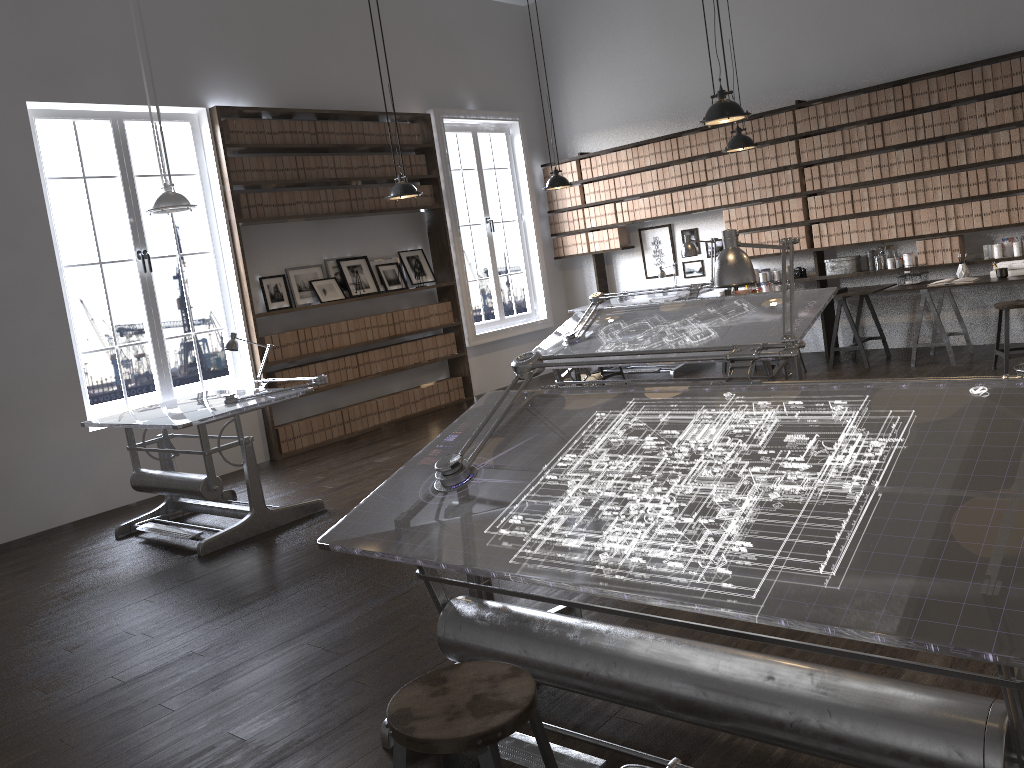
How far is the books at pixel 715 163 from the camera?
8.89m

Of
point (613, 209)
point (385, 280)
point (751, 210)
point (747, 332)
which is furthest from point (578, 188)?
point (747, 332)

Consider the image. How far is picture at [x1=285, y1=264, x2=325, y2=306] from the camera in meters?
8.0

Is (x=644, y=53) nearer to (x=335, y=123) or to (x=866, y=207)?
(x=866, y=207)

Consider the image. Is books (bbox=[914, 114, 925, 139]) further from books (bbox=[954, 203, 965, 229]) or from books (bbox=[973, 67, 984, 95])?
books (bbox=[954, 203, 965, 229])

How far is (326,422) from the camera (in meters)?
8.07

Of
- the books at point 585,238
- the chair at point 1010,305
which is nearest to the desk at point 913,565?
the chair at point 1010,305

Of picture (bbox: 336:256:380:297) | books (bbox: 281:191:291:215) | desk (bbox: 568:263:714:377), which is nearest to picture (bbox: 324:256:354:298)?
picture (bbox: 336:256:380:297)

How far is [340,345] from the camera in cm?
820

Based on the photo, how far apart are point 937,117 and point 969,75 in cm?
39
